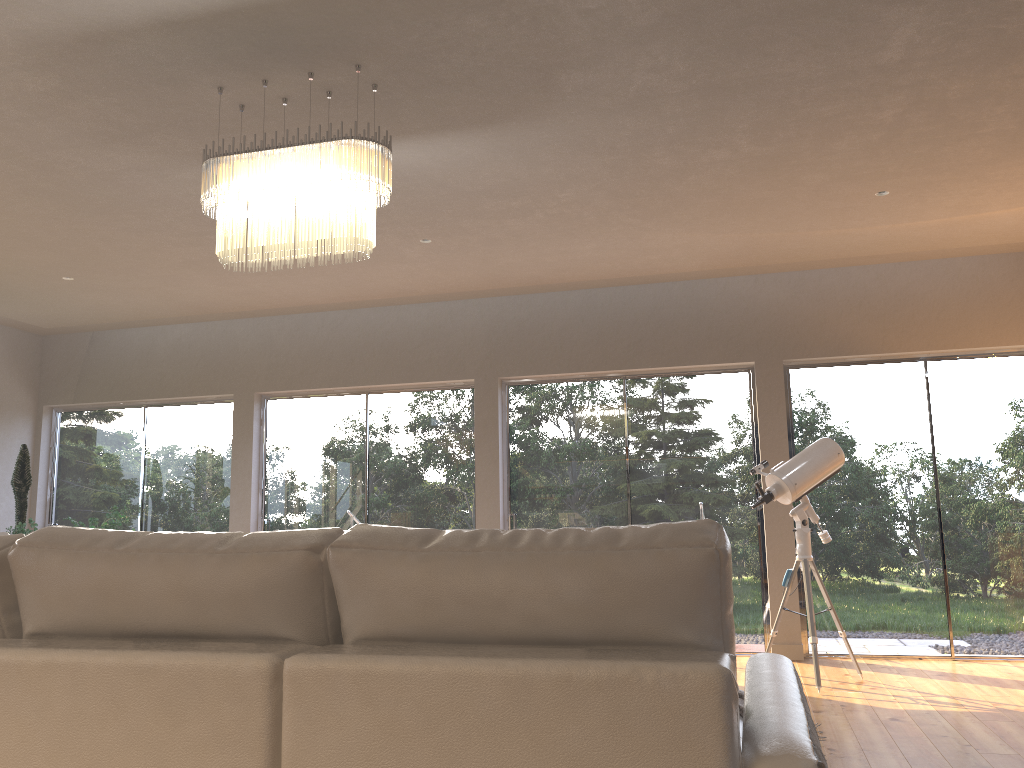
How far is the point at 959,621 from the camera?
6.1m

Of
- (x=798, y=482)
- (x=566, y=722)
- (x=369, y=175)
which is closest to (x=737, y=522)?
(x=798, y=482)

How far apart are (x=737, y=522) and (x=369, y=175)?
4.3m

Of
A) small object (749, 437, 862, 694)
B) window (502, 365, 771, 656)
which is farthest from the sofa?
window (502, 365, 771, 656)

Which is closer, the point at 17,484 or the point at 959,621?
the point at 959,621

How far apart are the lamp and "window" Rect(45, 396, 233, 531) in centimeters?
440cm

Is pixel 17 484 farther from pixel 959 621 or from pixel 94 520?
pixel 959 621

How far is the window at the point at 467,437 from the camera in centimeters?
724cm

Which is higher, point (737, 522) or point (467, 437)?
point (467, 437)

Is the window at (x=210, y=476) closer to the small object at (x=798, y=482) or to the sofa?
the small object at (x=798, y=482)
